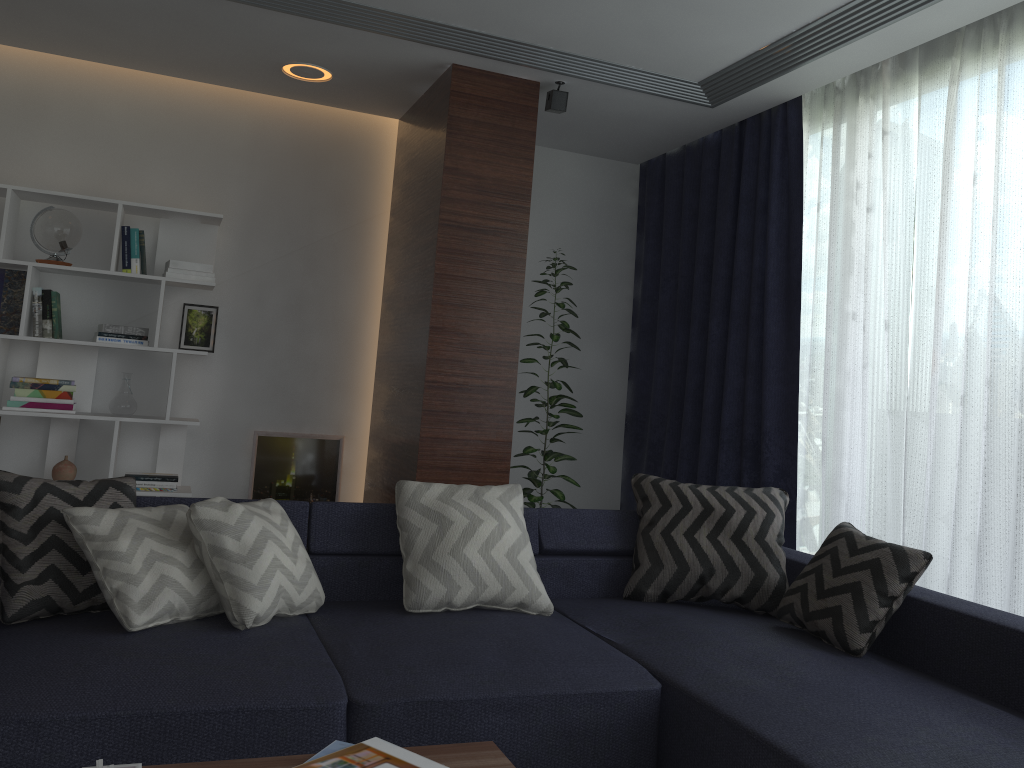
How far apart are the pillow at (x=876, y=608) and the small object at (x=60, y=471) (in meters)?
3.41

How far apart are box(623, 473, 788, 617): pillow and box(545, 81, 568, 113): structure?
1.86m

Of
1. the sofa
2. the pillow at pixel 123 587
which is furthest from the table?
the pillow at pixel 123 587

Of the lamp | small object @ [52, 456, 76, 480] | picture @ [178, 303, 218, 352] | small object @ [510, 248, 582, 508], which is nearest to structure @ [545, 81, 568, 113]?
small object @ [510, 248, 582, 508]

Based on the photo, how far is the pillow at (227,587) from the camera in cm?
247

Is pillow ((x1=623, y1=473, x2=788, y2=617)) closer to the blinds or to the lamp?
the blinds

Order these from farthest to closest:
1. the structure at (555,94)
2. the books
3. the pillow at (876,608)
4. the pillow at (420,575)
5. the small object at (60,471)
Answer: the small object at (60,471) < the structure at (555,94) < the pillow at (420,575) < the pillow at (876,608) < the books

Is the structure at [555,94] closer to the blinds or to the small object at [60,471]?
the blinds

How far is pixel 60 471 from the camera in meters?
4.4

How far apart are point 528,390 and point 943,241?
2.2m
